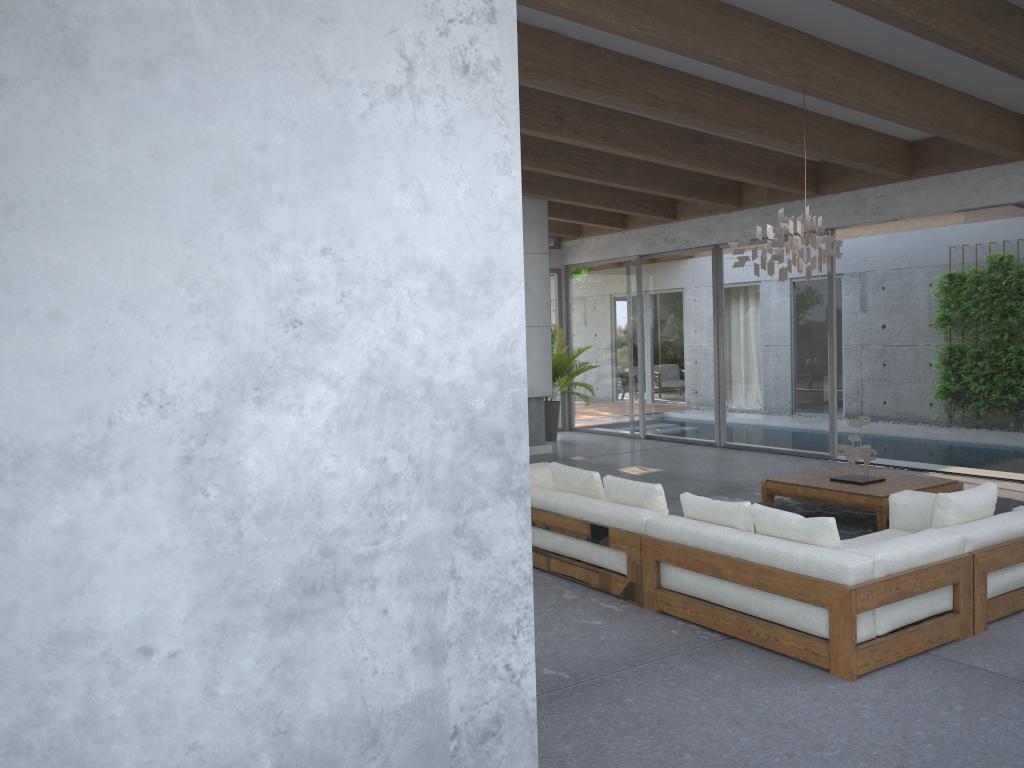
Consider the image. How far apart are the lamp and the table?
1.7m

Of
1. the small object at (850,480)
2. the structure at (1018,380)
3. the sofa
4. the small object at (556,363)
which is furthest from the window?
the sofa

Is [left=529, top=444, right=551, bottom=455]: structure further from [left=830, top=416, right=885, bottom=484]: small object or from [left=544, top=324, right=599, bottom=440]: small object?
[left=830, top=416, right=885, bottom=484]: small object

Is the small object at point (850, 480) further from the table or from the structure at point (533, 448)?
the structure at point (533, 448)

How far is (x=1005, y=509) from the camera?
5.0 meters

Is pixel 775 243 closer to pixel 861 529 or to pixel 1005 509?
pixel 1005 509

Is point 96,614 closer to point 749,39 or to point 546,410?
point 749,39

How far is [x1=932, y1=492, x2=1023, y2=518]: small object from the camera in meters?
5.0

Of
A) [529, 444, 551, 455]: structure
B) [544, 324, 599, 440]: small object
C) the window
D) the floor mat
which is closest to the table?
the floor mat

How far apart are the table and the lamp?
1.65m
